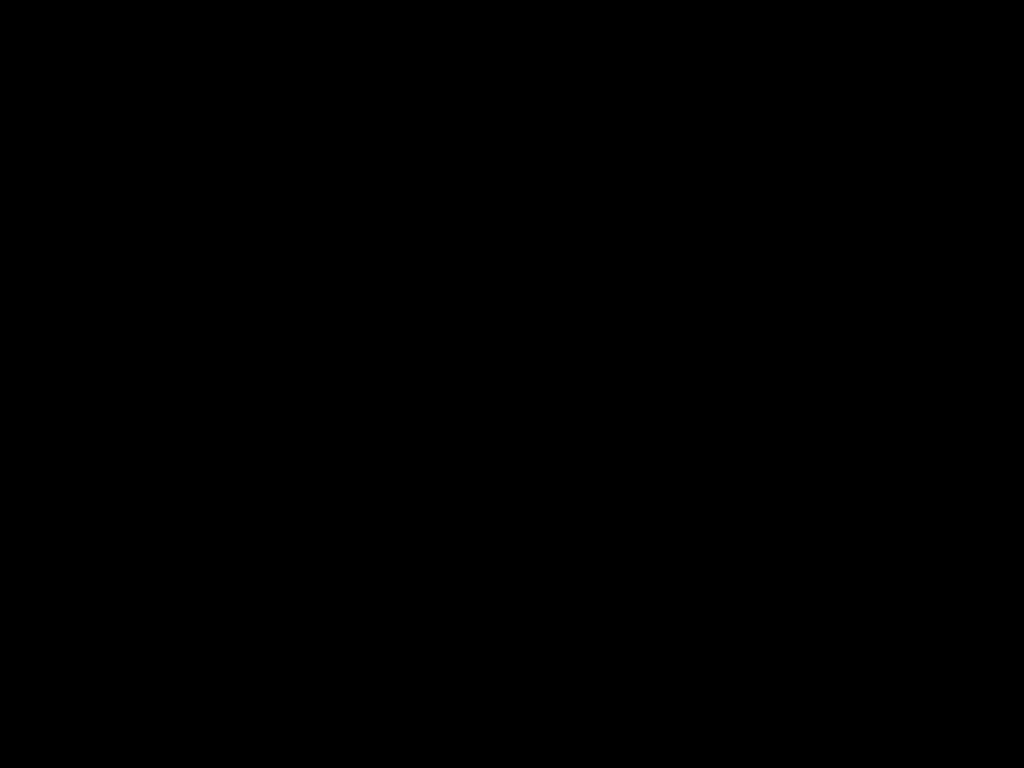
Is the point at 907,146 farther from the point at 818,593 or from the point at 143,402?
the point at 143,402

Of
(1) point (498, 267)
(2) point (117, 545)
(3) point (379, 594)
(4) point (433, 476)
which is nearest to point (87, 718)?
(2) point (117, 545)
